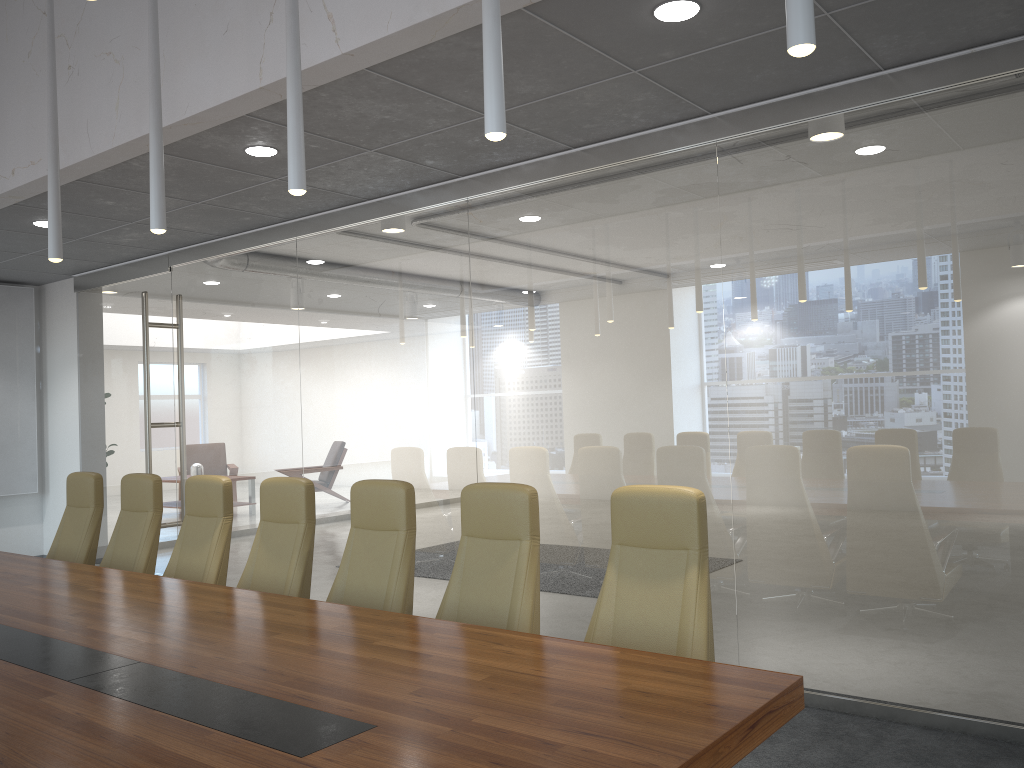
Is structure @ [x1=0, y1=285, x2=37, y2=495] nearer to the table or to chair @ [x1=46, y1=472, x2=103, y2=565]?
chair @ [x1=46, y1=472, x2=103, y2=565]

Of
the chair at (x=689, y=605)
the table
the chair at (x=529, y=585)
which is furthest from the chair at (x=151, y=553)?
the chair at (x=689, y=605)

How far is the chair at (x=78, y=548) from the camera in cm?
644

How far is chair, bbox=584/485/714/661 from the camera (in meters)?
3.57

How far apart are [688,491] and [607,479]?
2.22m

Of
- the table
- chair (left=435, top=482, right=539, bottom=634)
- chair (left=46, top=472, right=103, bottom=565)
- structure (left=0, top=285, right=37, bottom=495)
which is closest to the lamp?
chair (left=435, top=482, right=539, bottom=634)

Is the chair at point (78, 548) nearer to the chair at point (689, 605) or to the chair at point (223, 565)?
the chair at point (223, 565)

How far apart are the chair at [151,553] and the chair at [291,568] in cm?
111

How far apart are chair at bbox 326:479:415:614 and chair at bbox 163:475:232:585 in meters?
1.1 m

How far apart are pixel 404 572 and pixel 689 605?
1.56m
